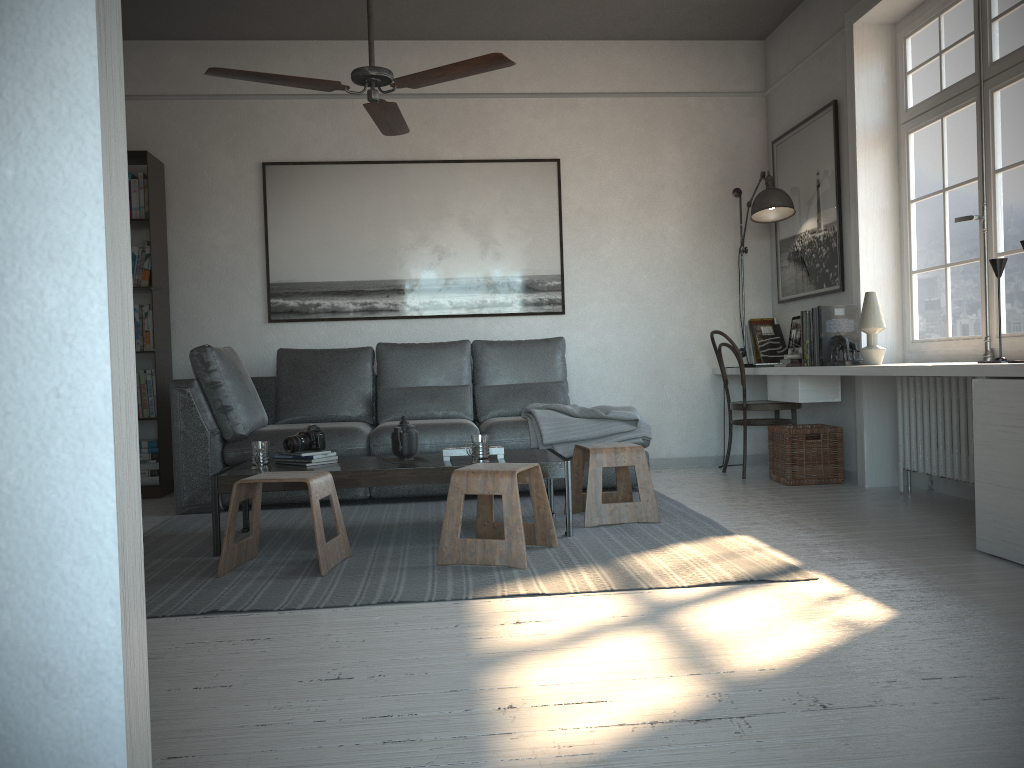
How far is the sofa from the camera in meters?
4.6

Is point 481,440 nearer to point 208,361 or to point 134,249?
point 208,361

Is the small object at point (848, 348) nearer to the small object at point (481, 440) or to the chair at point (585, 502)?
the chair at point (585, 502)

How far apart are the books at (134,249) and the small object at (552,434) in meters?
2.3 m

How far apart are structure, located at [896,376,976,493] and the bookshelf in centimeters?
421cm

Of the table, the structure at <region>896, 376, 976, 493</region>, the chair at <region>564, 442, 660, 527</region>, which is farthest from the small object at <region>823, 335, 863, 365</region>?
the table

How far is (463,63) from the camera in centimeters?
340cm

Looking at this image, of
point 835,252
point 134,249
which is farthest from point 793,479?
point 134,249

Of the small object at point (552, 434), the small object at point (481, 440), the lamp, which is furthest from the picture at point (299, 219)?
the small object at point (481, 440)

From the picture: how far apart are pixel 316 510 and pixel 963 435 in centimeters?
287cm
